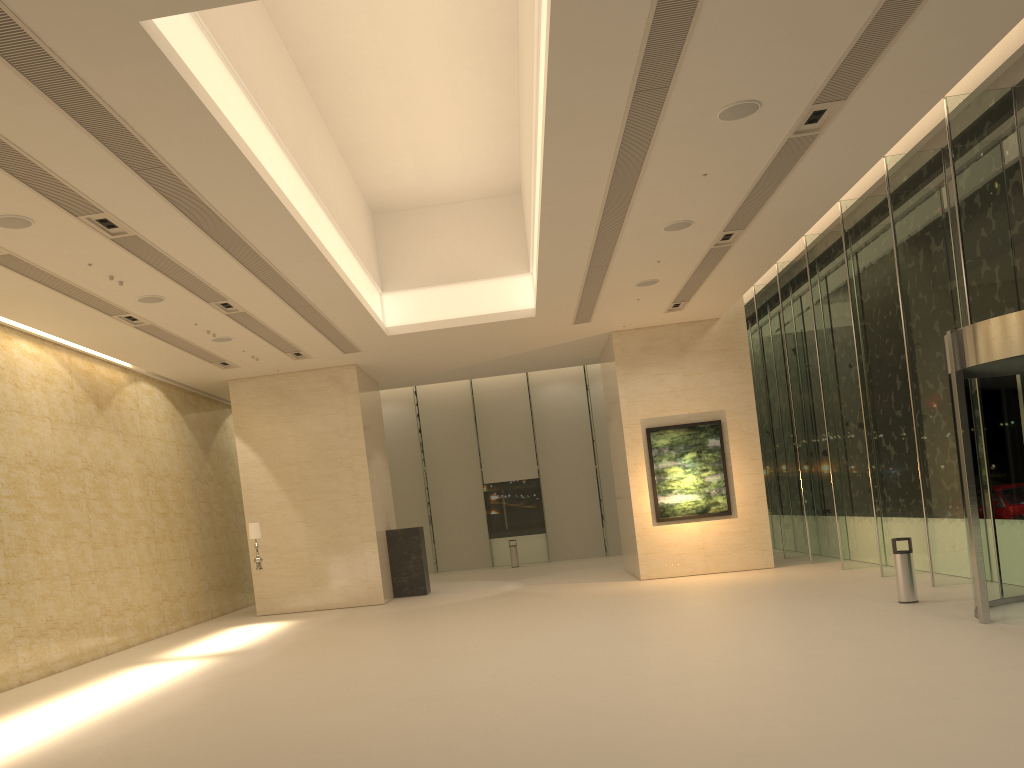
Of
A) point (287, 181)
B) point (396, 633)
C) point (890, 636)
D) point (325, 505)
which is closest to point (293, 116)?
point (287, 181)

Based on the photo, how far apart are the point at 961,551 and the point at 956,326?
3.8 meters

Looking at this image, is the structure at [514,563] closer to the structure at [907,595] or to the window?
the window

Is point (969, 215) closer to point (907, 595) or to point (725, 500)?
point (907, 595)

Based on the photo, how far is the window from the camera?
13.18m

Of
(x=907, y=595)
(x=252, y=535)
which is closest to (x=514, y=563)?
(x=252, y=535)

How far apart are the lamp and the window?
12.4m

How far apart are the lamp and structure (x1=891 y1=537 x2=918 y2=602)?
12.39m

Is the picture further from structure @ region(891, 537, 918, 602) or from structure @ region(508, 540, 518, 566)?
structure @ region(508, 540, 518, 566)

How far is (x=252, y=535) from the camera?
18.5m
